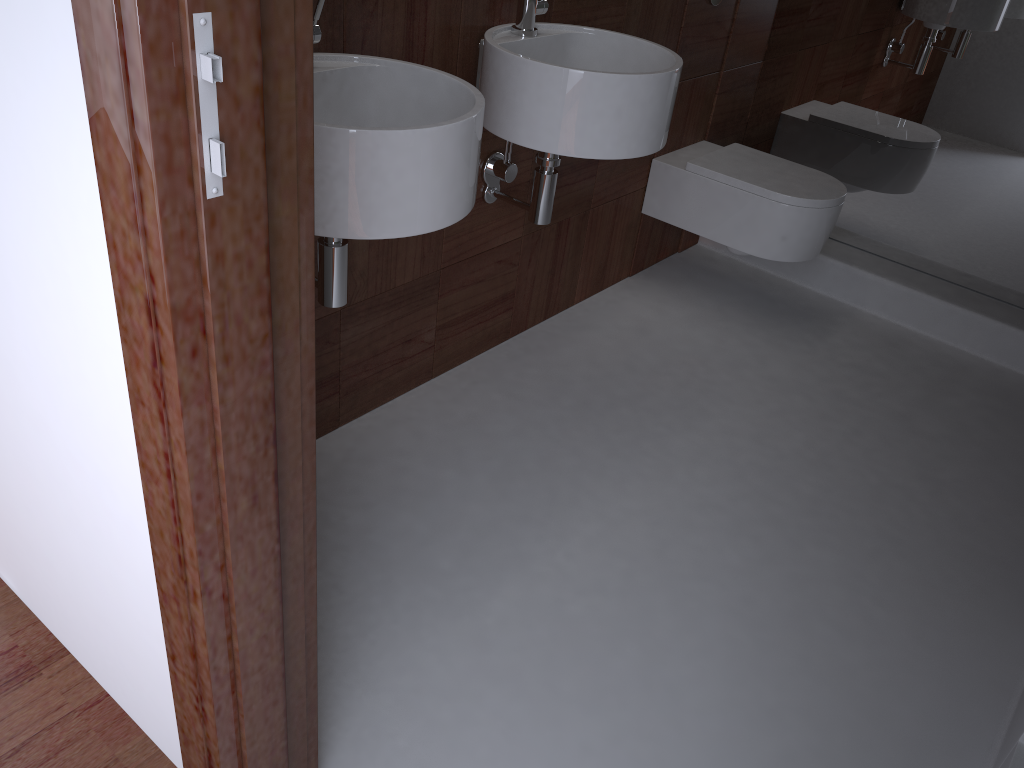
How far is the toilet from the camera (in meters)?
2.54

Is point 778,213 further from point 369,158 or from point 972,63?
point 369,158

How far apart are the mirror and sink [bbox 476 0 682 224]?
1.2 meters

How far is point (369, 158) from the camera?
1.3m

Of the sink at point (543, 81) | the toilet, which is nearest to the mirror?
the toilet

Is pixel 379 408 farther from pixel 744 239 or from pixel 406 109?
pixel 744 239

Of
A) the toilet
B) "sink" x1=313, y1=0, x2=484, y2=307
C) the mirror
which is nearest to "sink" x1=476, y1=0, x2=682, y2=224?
"sink" x1=313, y1=0, x2=484, y2=307

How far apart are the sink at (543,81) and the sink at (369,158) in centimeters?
23cm

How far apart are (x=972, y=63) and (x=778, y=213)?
0.8 meters

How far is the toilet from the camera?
2.5m
